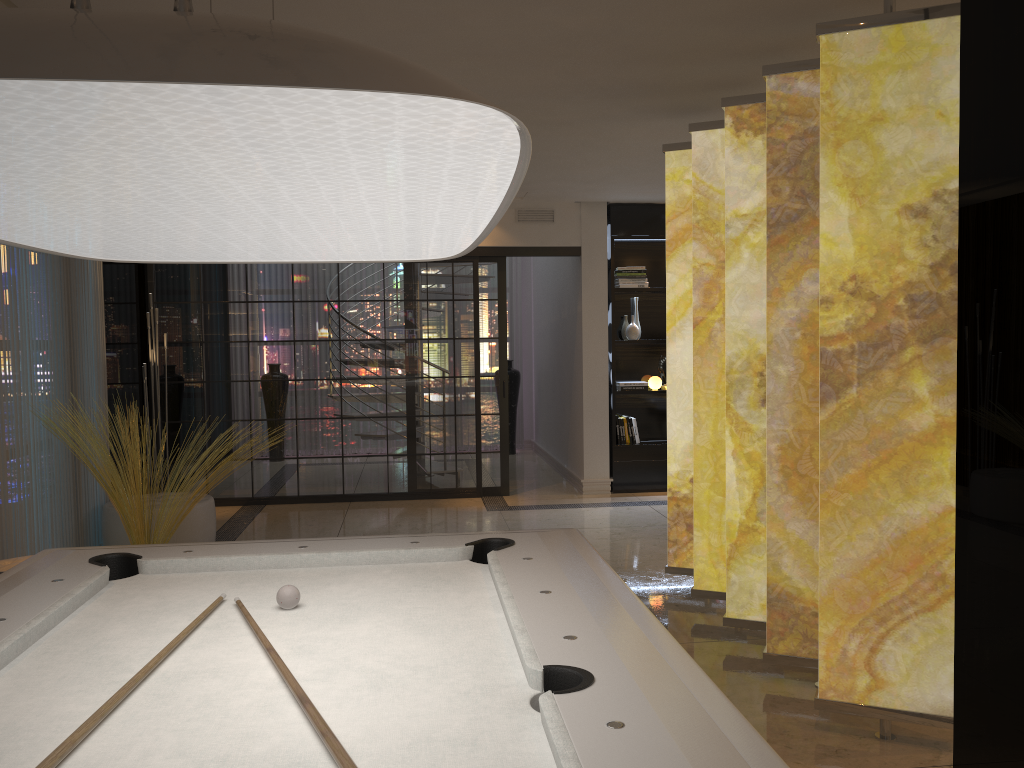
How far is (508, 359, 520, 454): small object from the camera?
10.8m

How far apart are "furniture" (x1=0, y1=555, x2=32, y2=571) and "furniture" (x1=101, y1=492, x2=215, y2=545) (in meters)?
1.33

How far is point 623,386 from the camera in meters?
8.1

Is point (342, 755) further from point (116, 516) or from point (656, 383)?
point (656, 383)

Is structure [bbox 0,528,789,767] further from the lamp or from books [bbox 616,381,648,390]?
books [bbox 616,381,648,390]

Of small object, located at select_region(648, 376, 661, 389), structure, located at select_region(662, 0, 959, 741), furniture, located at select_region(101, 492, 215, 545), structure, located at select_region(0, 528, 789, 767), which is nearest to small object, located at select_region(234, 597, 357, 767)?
structure, located at select_region(0, 528, 789, 767)

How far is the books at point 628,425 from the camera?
8.1 meters

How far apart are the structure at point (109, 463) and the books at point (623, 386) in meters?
4.1

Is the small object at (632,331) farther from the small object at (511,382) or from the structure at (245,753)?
the structure at (245,753)

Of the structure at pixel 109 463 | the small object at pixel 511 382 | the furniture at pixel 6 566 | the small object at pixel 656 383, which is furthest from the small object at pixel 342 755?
the small object at pixel 511 382
